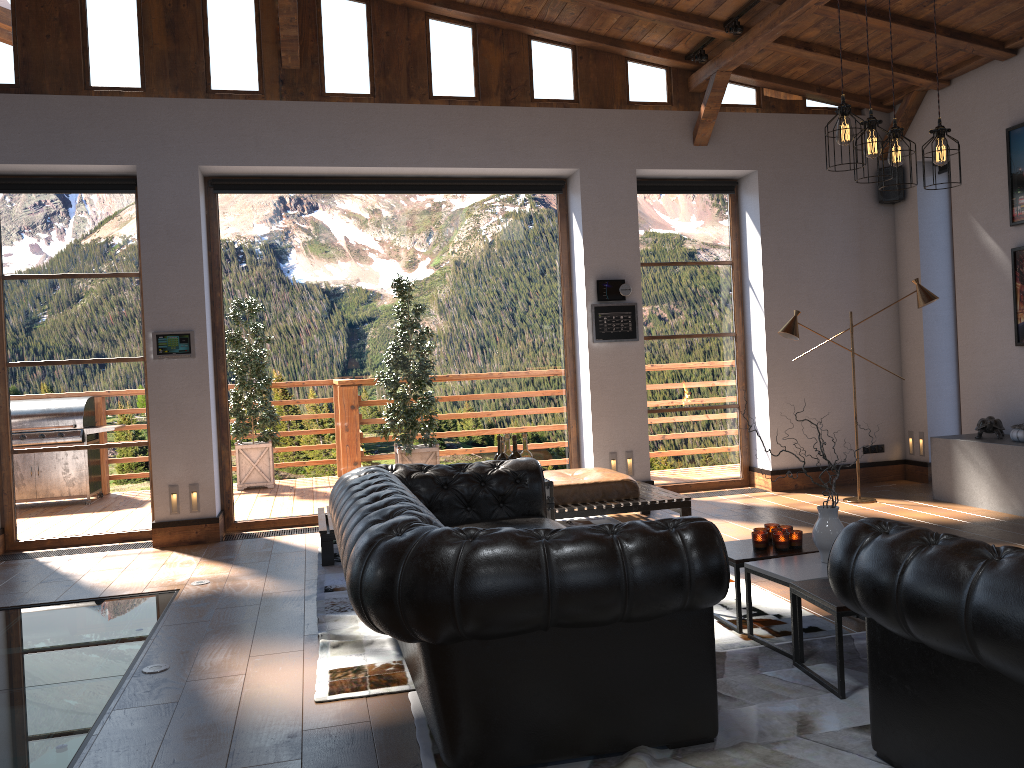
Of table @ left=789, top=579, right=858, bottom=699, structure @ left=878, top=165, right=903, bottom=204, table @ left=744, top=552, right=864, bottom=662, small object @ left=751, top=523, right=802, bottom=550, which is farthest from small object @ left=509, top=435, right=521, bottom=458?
structure @ left=878, top=165, right=903, bottom=204

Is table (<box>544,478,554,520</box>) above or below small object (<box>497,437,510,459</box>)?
below

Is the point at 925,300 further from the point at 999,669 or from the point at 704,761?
the point at 999,669

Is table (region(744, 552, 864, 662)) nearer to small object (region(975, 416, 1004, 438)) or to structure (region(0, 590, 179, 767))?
structure (region(0, 590, 179, 767))

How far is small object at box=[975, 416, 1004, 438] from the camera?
7.13m

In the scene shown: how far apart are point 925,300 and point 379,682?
5.6m

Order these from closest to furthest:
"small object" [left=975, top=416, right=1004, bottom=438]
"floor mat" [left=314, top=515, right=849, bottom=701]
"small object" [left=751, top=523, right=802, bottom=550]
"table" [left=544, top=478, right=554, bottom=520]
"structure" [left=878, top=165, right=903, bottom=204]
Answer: "floor mat" [left=314, top=515, right=849, bottom=701] → "small object" [left=751, top=523, right=802, bottom=550] → "table" [left=544, top=478, right=554, bottom=520] → "small object" [left=975, top=416, right=1004, bottom=438] → "structure" [left=878, top=165, right=903, bottom=204]

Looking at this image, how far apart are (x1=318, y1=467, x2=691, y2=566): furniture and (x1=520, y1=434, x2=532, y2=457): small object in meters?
1.1

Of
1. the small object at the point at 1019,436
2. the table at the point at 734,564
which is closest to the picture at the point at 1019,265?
the small object at the point at 1019,436

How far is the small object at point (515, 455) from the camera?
5.49m
